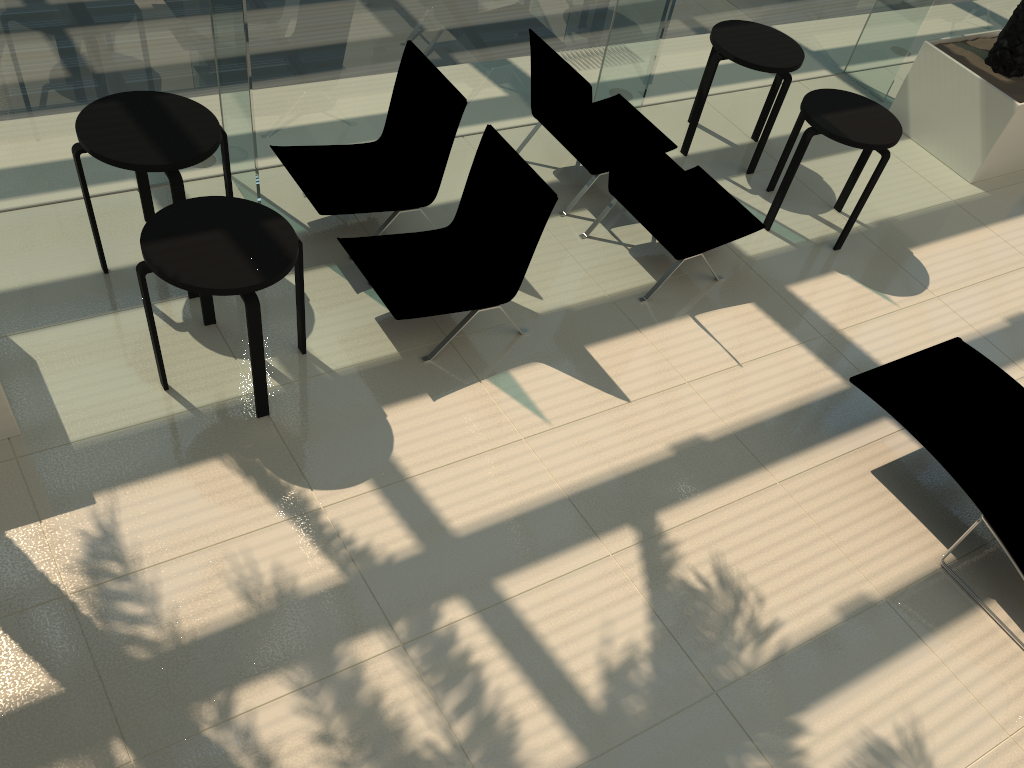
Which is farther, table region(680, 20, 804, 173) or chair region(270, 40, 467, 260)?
table region(680, 20, 804, 173)

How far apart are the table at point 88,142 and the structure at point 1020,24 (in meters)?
5.91

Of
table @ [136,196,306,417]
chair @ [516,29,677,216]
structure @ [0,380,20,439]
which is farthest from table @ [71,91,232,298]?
chair @ [516,29,677,216]

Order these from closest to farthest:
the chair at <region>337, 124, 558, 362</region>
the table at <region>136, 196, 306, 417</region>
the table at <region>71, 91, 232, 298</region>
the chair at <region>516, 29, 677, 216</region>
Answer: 1. the table at <region>136, 196, 306, 417</region>
2. the table at <region>71, 91, 232, 298</region>
3. the chair at <region>337, 124, 558, 362</region>
4. the chair at <region>516, 29, 677, 216</region>

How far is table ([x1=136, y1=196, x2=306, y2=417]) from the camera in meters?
3.9 m

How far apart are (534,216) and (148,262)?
2.0 meters

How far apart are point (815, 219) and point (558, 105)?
2.2 meters

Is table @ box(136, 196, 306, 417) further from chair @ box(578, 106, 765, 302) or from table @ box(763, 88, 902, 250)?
table @ box(763, 88, 902, 250)

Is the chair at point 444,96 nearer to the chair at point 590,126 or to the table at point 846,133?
the chair at point 590,126

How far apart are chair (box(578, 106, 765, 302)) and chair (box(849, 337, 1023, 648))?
1.4m
